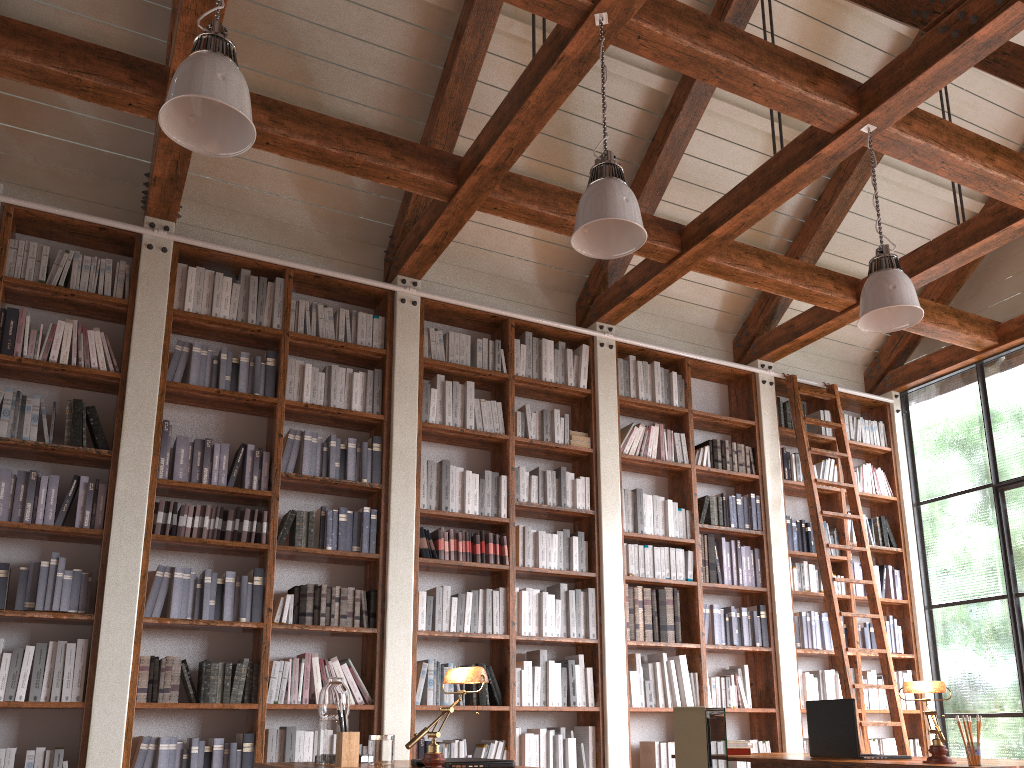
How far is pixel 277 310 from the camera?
5.3 meters

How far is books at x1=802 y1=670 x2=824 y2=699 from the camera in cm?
640

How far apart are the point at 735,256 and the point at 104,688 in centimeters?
440cm

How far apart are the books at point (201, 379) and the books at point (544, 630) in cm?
243

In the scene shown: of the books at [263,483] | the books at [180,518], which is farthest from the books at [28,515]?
the books at [263,483]

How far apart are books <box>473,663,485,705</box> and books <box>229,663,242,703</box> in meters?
1.4

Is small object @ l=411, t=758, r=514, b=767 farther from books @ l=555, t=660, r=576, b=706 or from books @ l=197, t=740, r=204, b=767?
books @ l=555, t=660, r=576, b=706

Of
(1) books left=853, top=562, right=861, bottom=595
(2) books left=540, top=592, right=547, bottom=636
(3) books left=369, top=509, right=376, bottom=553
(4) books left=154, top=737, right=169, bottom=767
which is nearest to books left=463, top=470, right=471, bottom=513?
(3) books left=369, top=509, right=376, bottom=553

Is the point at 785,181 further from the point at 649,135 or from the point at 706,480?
the point at 706,480

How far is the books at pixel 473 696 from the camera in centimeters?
510cm
